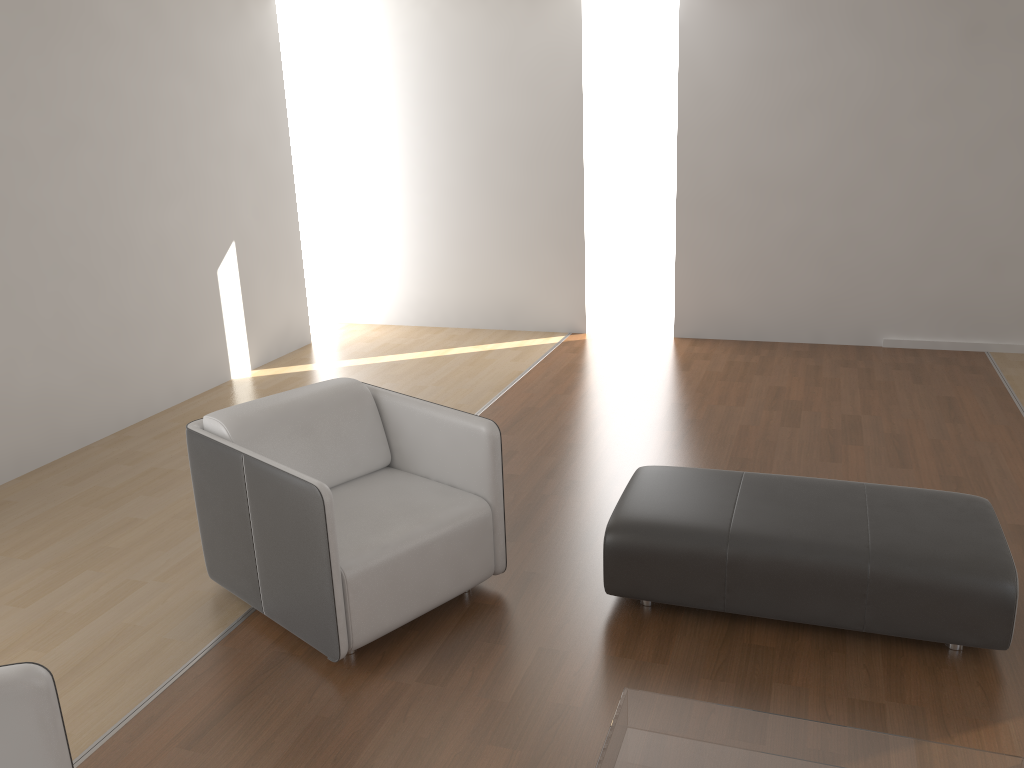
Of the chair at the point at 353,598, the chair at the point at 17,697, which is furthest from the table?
the chair at the point at 17,697

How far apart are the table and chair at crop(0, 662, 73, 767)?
1.1m

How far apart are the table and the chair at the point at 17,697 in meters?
1.1

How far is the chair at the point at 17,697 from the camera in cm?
178

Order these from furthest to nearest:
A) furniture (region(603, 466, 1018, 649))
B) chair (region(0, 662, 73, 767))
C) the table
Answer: furniture (region(603, 466, 1018, 649)) → the table → chair (region(0, 662, 73, 767))

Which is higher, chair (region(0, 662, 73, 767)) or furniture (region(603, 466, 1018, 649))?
chair (region(0, 662, 73, 767))

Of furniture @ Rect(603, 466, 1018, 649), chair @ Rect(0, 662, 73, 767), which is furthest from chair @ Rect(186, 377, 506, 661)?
chair @ Rect(0, 662, 73, 767)

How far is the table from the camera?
2.0 meters

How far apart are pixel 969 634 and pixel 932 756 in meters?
0.9 m

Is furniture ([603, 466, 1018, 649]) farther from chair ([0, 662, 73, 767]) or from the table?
chair ([0, 662, 73, 767])
